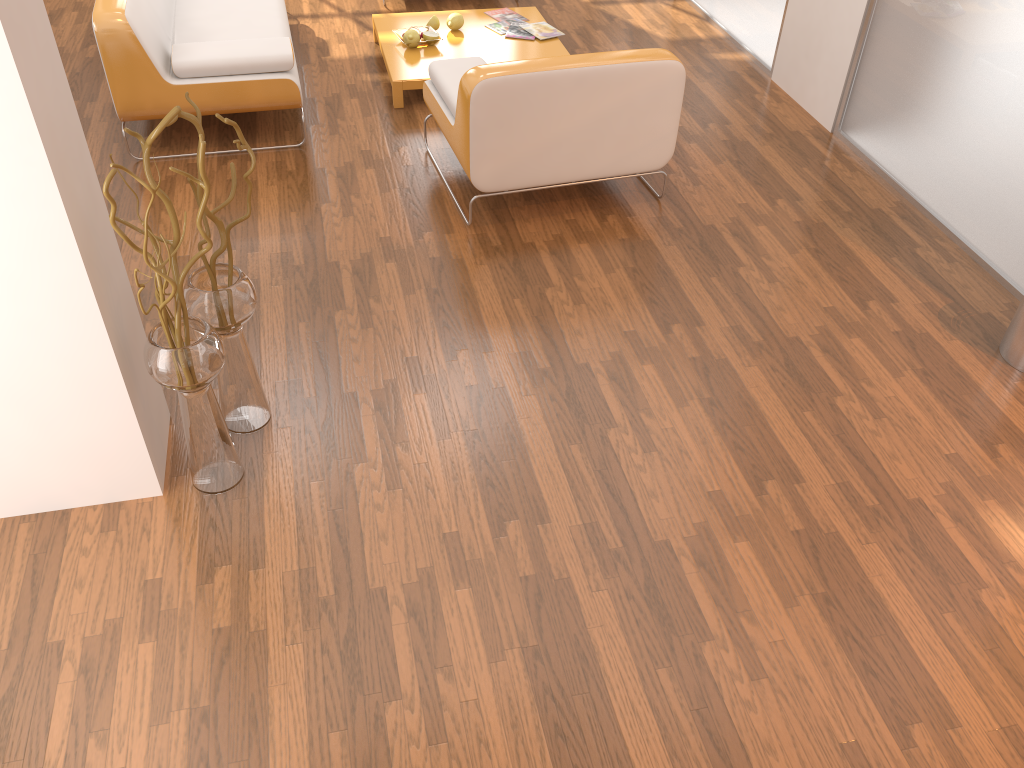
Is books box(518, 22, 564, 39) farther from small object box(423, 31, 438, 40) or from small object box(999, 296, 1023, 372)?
small object box(999, 296, 1023, 372)

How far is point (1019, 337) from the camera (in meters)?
3.09

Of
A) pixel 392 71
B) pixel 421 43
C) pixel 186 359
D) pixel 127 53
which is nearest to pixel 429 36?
pixel 421 43

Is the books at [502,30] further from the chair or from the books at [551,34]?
the chair

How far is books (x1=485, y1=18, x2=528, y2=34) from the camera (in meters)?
5.10

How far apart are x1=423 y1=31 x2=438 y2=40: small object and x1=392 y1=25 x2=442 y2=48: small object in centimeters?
4cm

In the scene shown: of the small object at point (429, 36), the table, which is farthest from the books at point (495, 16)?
the small object at point (429, 36)

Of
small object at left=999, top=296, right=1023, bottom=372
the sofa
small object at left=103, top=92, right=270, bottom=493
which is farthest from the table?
small object at left=999, top=296, right=1023, bottom=372

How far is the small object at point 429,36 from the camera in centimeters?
484cm

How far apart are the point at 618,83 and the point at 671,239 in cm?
67
